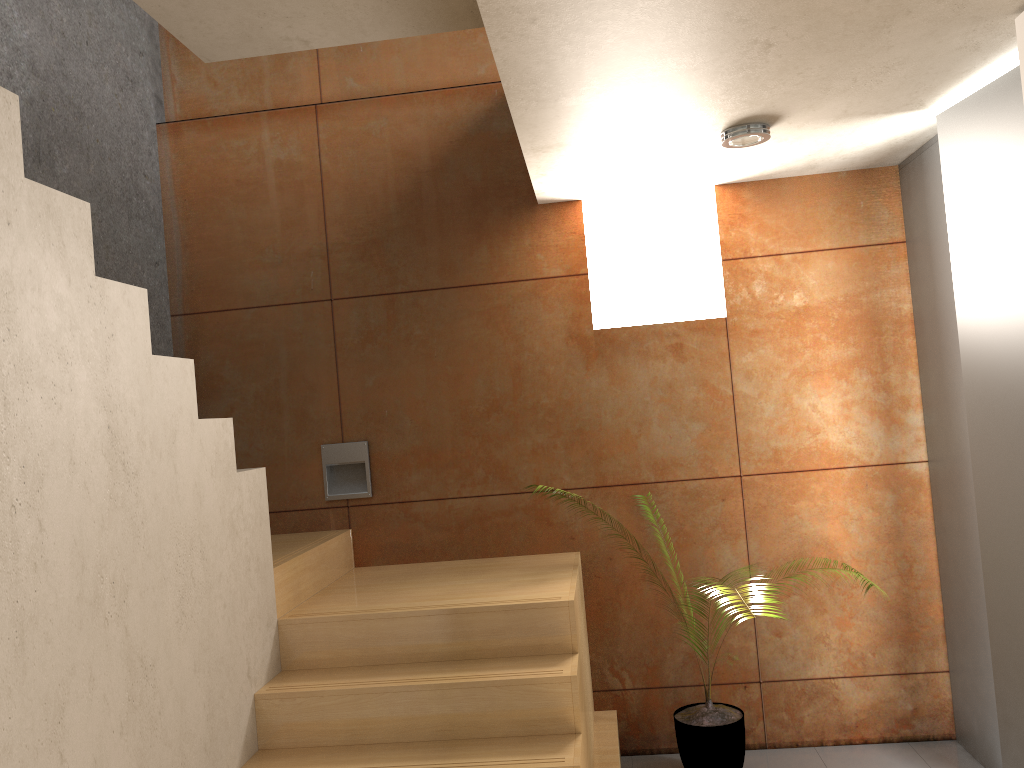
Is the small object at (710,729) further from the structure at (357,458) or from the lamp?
the lamp

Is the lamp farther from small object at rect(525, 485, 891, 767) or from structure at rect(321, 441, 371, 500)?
small object at rect(525, 485, 891, 767)

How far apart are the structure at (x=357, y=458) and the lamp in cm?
207

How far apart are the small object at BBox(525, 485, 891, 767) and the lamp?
2.2m

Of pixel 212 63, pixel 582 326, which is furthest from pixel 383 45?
pixel 582 326

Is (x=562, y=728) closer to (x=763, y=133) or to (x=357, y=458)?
(x=357, y=458)

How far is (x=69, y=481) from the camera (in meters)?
1.99

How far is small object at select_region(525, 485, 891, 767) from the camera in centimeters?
351cm

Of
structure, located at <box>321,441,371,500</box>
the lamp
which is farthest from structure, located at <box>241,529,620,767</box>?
the lamp

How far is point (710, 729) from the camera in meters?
3.5 m
